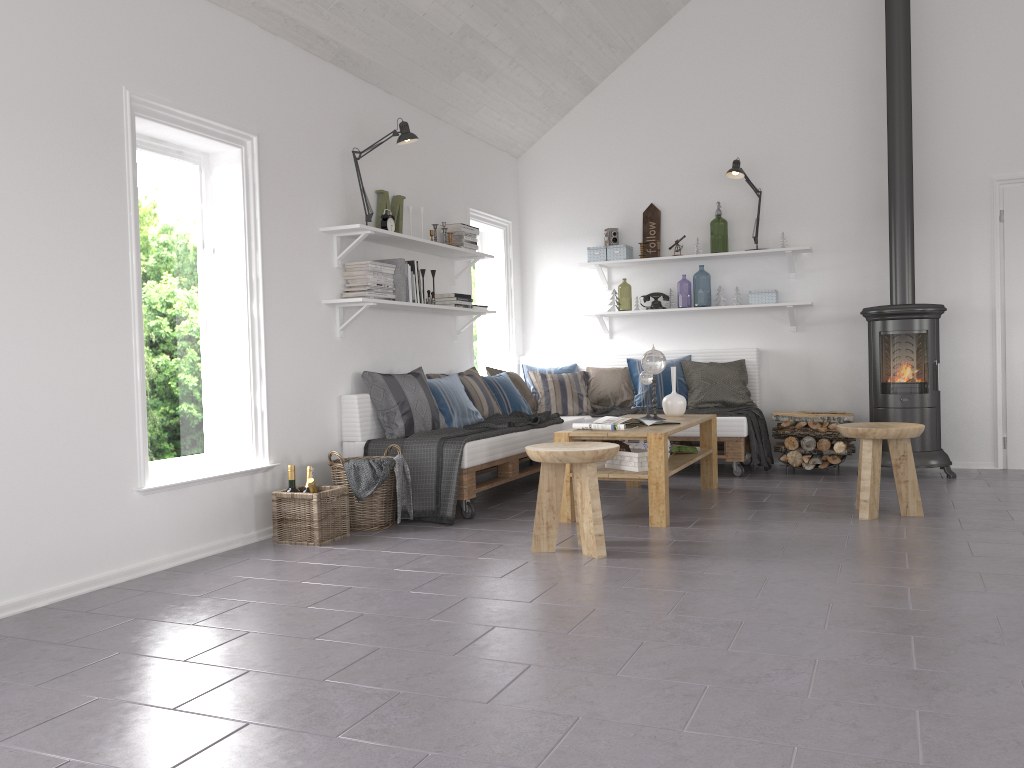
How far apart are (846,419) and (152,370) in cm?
454

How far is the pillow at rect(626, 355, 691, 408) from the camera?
6.8m

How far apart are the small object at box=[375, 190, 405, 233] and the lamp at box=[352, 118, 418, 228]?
0.33m

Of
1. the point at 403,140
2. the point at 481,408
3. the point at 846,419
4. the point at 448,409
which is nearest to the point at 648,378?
the point at 481,408

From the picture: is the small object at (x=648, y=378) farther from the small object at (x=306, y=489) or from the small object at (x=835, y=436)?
the small object at (x=306, y=489)

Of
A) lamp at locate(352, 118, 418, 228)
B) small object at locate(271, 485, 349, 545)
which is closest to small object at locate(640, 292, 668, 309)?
lamp at locate(352, 118, 418, 228)

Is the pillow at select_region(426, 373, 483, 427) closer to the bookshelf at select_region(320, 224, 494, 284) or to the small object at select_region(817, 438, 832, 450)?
the bookshelf at select_region(320, 224, 494, 284)

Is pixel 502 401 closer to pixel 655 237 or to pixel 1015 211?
pixel 655 237

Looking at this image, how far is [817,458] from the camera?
6.23m

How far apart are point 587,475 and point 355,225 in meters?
2.0
